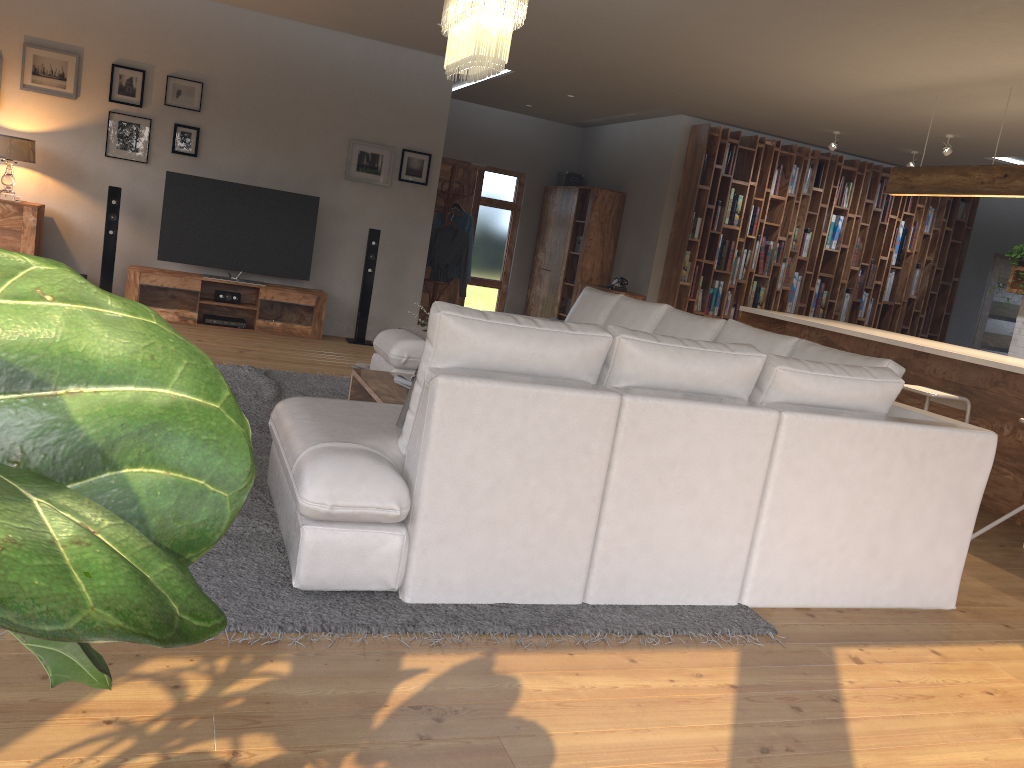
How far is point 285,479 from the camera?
3.2 meters

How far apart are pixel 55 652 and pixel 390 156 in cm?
820

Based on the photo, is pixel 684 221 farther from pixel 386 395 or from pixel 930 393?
pixel 386 395

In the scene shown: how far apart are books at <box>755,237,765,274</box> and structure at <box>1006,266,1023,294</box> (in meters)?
2.47

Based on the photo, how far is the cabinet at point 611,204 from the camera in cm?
1041

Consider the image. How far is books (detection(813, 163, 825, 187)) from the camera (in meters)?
9.84

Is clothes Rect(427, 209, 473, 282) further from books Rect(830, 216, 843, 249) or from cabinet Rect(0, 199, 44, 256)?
books Rect(830, 216, 843, 249)

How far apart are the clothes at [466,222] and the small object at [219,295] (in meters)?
2.58

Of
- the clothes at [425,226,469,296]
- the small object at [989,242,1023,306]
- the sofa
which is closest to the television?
the clothes at [425,226,469,296]

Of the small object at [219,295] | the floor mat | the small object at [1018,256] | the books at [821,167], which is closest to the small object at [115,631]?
the floor mat
